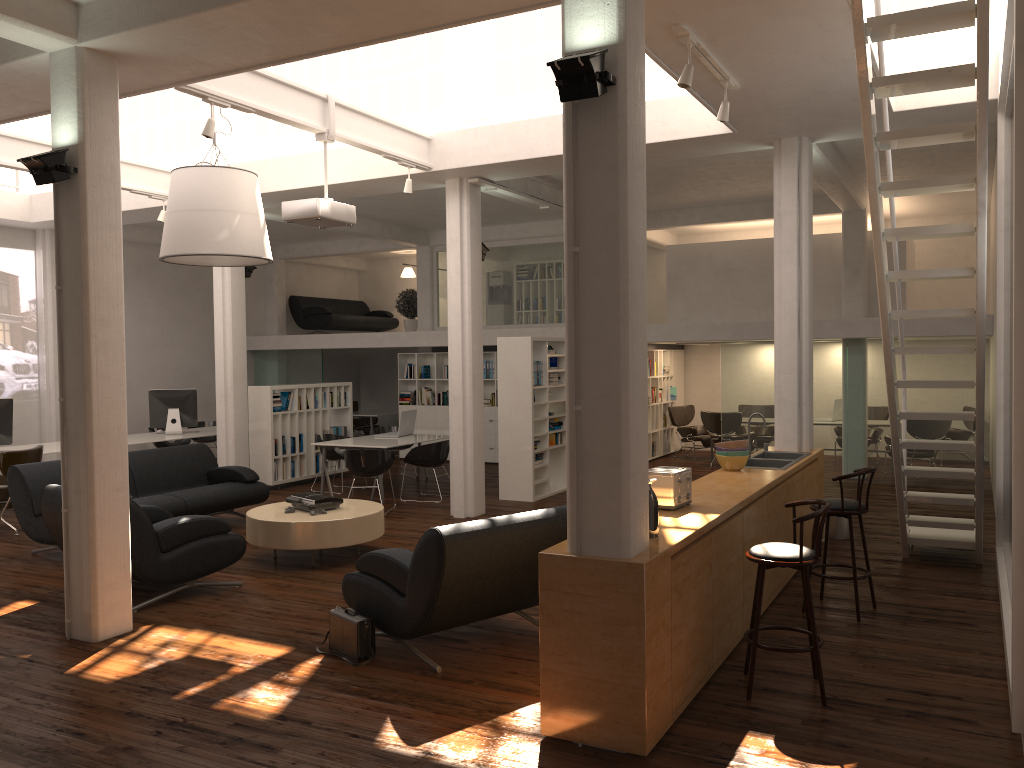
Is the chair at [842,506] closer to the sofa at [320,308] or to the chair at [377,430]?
the chair at [377,430]

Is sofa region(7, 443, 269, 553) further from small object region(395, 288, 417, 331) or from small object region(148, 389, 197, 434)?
small object region(395, 288, 417, 331)

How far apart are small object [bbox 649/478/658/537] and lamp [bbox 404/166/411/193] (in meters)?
7.34

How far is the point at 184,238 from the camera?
10.6 meters

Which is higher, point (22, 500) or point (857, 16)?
Answer: point (857, 16)

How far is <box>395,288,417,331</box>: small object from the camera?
21.68m

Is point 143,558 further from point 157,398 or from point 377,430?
point 157,398

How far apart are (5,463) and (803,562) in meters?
10.7

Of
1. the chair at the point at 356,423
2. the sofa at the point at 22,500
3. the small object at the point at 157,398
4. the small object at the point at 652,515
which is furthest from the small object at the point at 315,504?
the chair at the point at 356,423

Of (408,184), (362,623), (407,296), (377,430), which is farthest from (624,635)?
(407,296)
